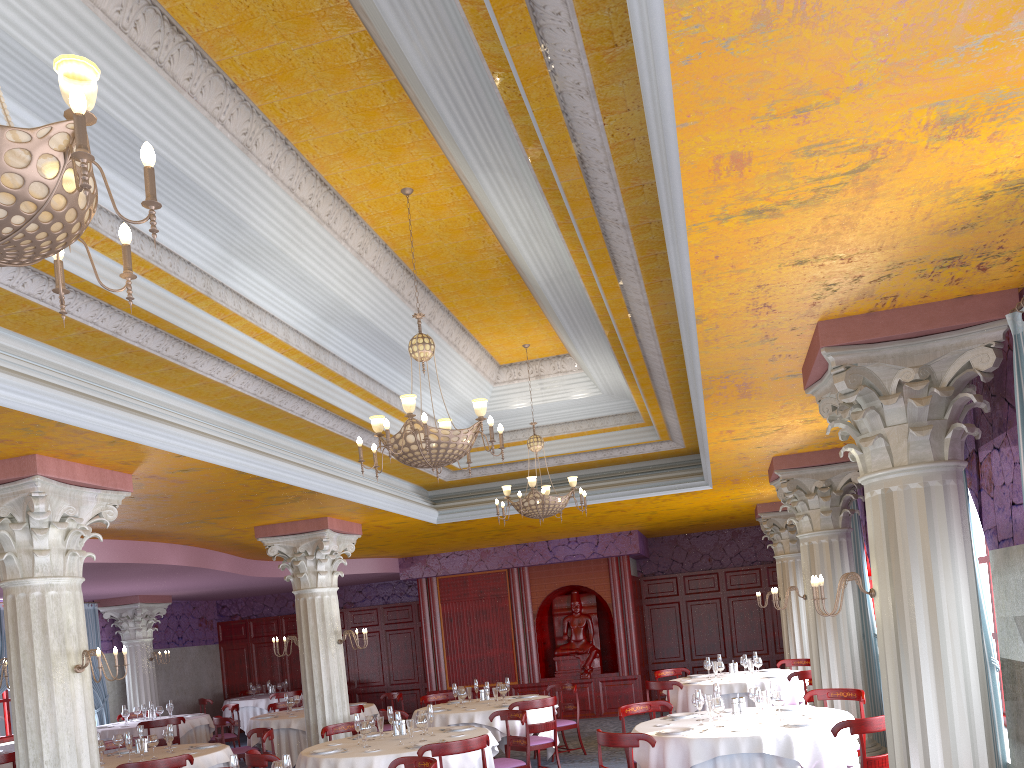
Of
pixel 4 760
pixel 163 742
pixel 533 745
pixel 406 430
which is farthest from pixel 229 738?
pixel 406 430

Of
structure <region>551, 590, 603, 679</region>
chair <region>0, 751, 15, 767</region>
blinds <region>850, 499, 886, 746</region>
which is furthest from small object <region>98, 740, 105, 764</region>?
structure <region>551, 590, 603, 679</region>

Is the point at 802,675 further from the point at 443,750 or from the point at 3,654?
the point at 3,654

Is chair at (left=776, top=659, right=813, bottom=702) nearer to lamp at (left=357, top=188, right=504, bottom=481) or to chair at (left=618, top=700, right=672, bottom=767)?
chair at (left=618, top=700, right=672, bottom=767)

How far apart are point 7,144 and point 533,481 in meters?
7.8 m

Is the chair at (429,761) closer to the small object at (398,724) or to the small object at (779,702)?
the small object at (398,724)

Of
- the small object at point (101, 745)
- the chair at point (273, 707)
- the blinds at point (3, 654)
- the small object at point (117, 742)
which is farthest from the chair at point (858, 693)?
the blinds at point (3, 654)

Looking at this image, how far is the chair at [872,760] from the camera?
6.23m

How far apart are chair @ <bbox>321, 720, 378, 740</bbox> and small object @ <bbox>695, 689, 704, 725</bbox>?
4.2 meters

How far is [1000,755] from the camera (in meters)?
5.56
